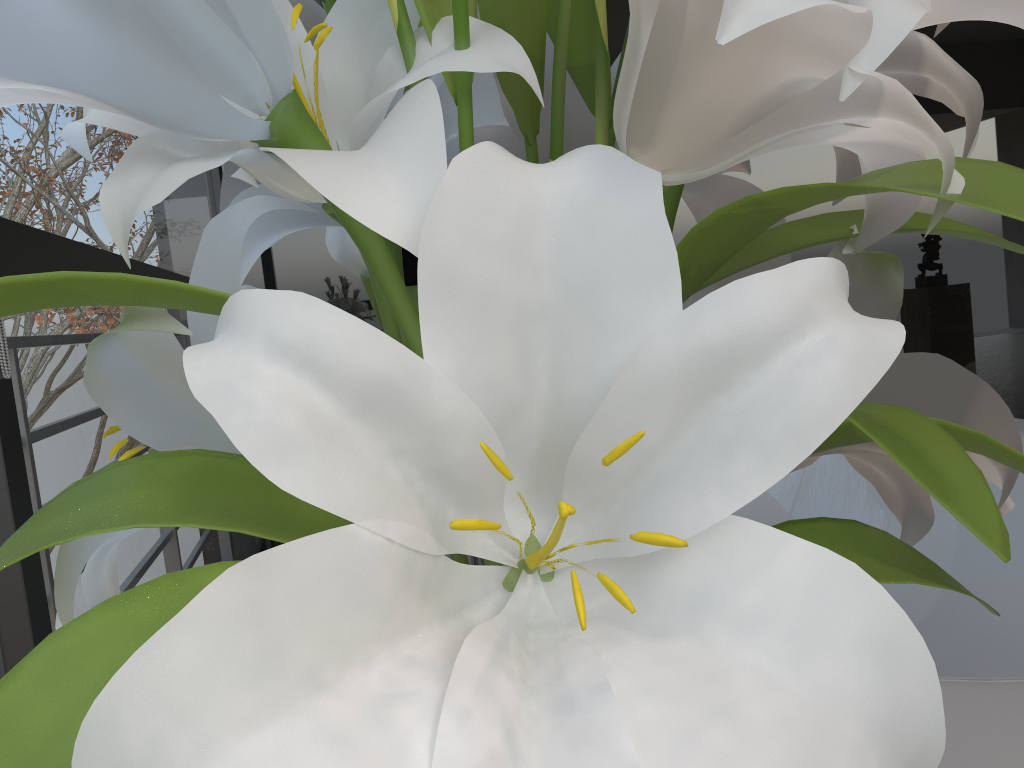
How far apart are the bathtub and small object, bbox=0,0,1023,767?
0.4m

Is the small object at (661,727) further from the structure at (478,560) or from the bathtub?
the structure at (478,560)

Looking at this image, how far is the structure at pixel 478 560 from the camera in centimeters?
147cm

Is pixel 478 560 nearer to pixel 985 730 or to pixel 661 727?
pixel 985 730

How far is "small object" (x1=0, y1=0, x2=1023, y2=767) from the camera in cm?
21

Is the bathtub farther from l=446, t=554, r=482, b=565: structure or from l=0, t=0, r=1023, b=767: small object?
l=446, t=554, r=482, b=565: structure

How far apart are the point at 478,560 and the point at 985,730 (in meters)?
0.85

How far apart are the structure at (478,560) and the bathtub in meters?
0.8

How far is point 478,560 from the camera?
1.5 meters

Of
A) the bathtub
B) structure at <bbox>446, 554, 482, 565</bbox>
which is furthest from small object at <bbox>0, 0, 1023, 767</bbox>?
structure at <bbox>446, 554, 482, 565</bbox>
